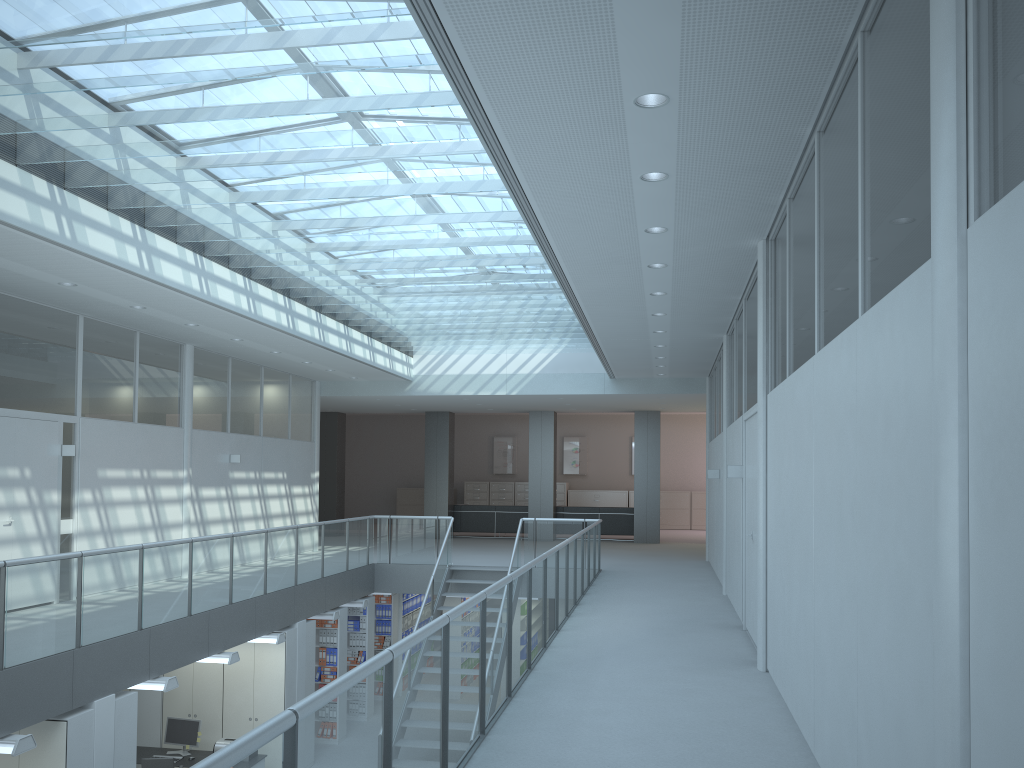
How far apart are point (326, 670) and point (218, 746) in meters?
2.3 m

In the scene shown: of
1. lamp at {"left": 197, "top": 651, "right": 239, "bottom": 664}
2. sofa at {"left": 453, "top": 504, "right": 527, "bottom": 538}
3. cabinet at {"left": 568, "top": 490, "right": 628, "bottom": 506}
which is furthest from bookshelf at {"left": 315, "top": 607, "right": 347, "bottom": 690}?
cabinet at {"left": 568, "top": 490, "right": 628, "bottom": 506}

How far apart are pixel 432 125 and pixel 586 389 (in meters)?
9.80

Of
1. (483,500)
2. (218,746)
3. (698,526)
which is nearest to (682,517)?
(698,526)

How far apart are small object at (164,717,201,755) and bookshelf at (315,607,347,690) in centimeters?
238cm

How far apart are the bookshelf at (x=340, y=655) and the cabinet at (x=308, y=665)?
0.97m

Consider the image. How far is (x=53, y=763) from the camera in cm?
646

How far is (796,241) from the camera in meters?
5.1 m

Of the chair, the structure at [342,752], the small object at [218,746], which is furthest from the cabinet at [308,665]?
the chair

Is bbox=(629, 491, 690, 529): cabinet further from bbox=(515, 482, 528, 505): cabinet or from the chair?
the chair
